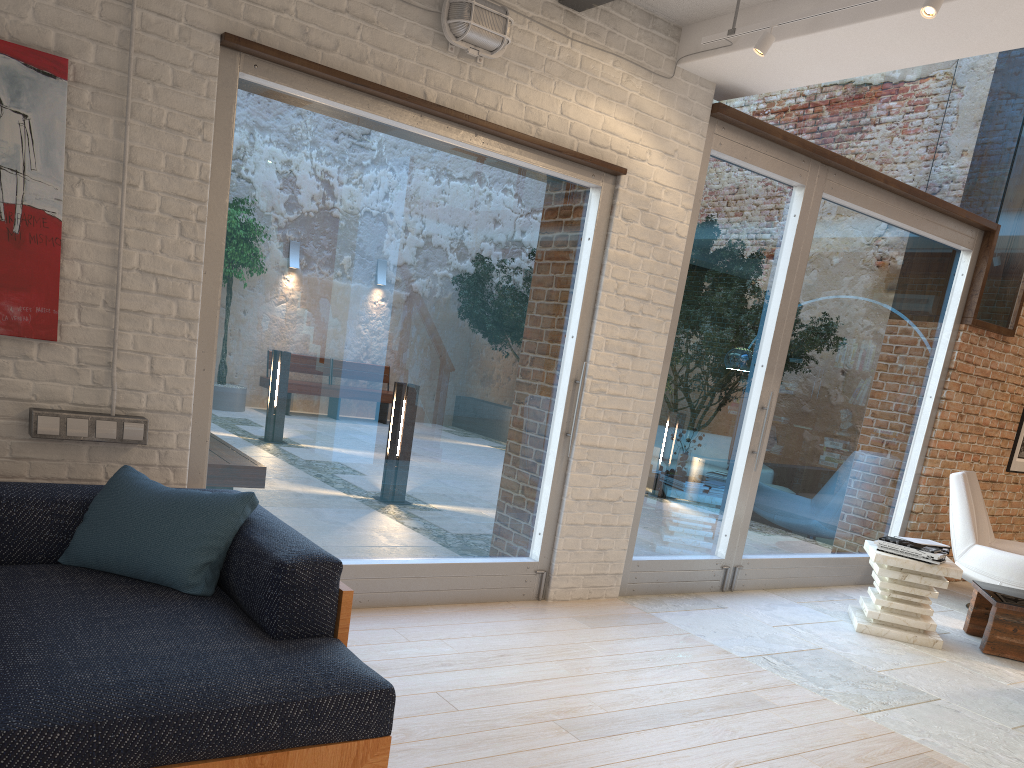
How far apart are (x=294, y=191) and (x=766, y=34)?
2.3 meters

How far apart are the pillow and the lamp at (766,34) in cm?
296

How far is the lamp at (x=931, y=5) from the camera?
3.34m

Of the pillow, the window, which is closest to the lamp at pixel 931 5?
the window

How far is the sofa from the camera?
1.9 meters

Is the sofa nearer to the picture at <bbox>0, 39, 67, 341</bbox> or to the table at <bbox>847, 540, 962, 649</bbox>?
the picture at <bbox>0, 39, 67, 341</bbox>

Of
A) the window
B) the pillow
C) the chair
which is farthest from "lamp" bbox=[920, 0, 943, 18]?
the chair

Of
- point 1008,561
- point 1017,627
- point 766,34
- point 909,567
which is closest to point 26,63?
point 766,34

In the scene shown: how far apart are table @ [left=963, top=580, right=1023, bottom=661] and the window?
1.0 meters

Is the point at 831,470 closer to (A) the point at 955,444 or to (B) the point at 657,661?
(A) the point at 955,444
